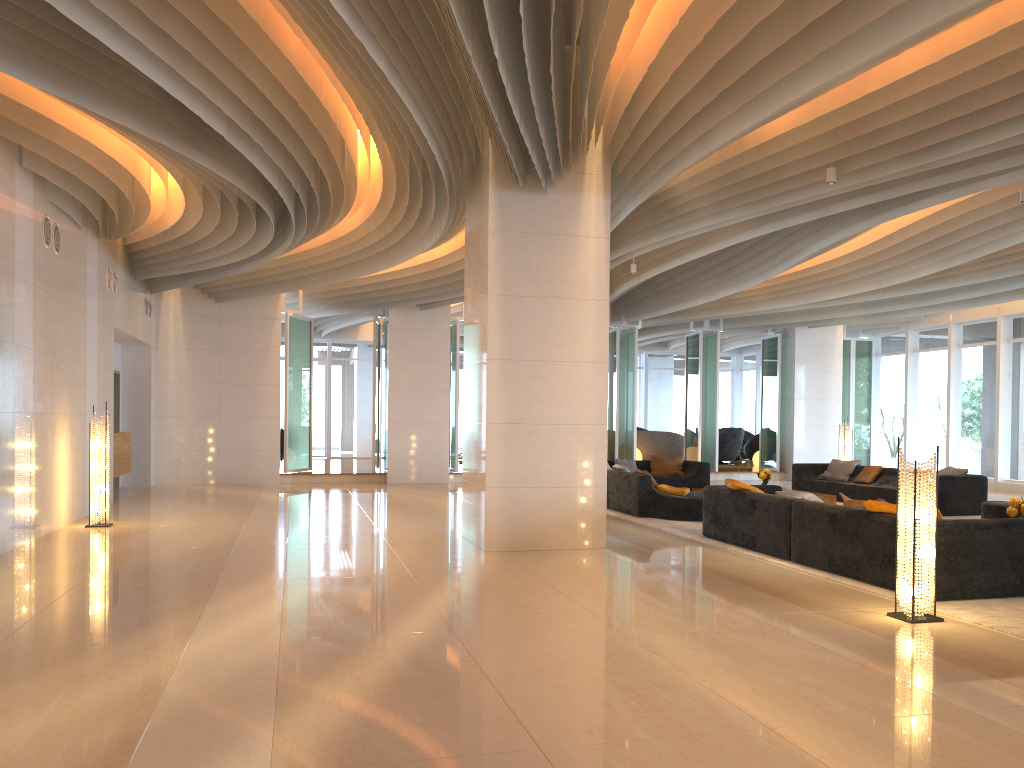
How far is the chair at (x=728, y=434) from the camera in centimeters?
2350cm

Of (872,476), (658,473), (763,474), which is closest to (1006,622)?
(763,474)

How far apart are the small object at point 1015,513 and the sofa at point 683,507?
3.7 meters

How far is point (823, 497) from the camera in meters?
13.2

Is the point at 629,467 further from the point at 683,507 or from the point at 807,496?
the point at 807,496

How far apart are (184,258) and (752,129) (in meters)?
9.45

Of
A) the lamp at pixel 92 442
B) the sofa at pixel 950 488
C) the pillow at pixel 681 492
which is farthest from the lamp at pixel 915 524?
the lamp at pixel 92 442

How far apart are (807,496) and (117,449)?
10.2 meters

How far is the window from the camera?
18.1 meters

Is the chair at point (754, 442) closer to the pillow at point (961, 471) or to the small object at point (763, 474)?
the small object at point (763, 474)
